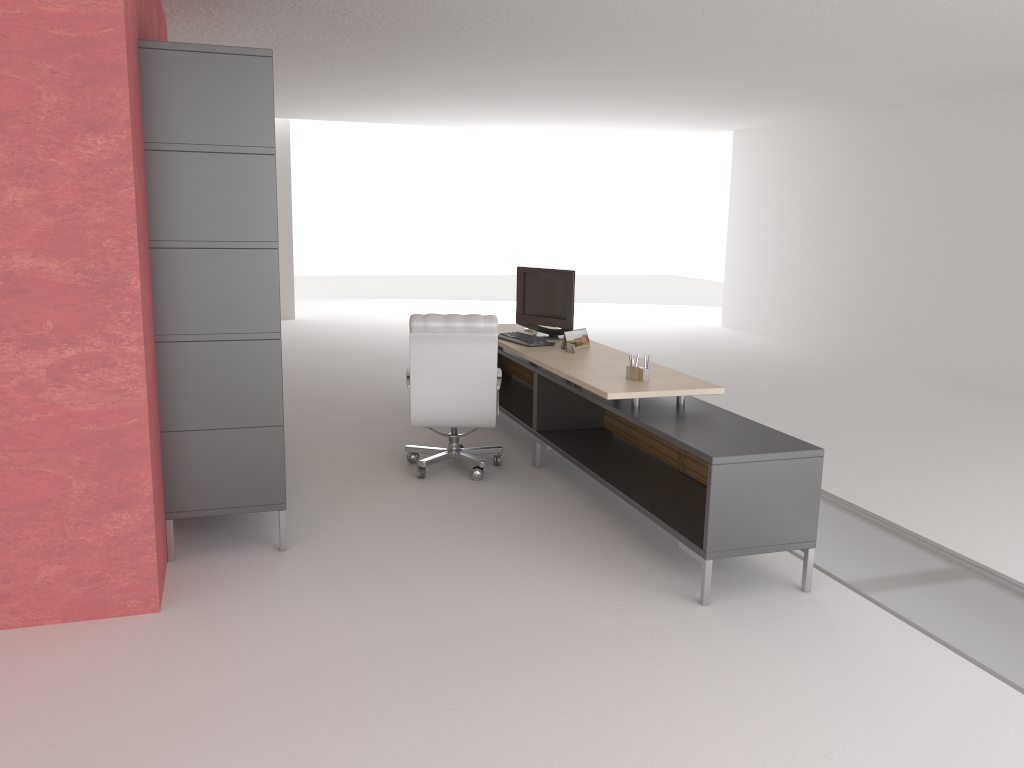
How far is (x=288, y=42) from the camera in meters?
10.7

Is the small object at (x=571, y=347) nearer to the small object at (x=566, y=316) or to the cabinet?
the small object at (x=566, y=316)

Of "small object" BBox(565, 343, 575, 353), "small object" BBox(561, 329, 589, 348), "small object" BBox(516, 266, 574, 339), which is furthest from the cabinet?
"small object" BBox(516, 266, 574, 339)

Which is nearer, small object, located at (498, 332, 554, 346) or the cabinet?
the cabinet

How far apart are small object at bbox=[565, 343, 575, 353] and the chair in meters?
0.8 m

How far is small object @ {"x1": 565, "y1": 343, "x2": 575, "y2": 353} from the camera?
8.92m

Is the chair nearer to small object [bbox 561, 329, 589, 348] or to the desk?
the desk

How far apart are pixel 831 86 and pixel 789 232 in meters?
5.5

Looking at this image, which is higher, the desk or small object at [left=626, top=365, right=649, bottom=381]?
small object at [left=626, top=365, right=649, bottom=381]

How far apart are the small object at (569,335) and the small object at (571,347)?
0.2 meters
